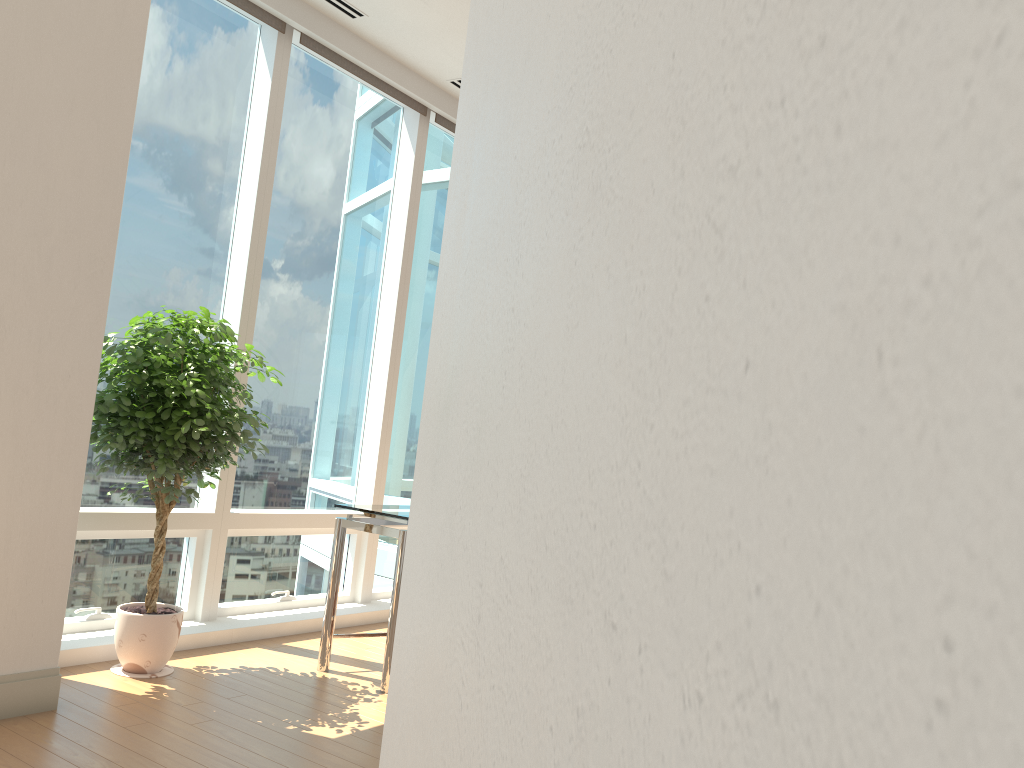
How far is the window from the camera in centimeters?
435cm

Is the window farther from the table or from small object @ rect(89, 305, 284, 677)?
the table

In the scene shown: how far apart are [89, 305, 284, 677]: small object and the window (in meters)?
0.13

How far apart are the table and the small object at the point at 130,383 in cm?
57

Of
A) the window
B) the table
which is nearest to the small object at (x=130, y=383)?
the window

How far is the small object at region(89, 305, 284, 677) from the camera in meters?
3.6 m

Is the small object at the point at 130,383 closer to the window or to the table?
the window

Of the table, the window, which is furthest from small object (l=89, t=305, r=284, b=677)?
the table

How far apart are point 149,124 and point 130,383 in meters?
1.5

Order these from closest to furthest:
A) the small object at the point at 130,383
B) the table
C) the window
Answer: the small object at the point at 130,383 → the table → the window
